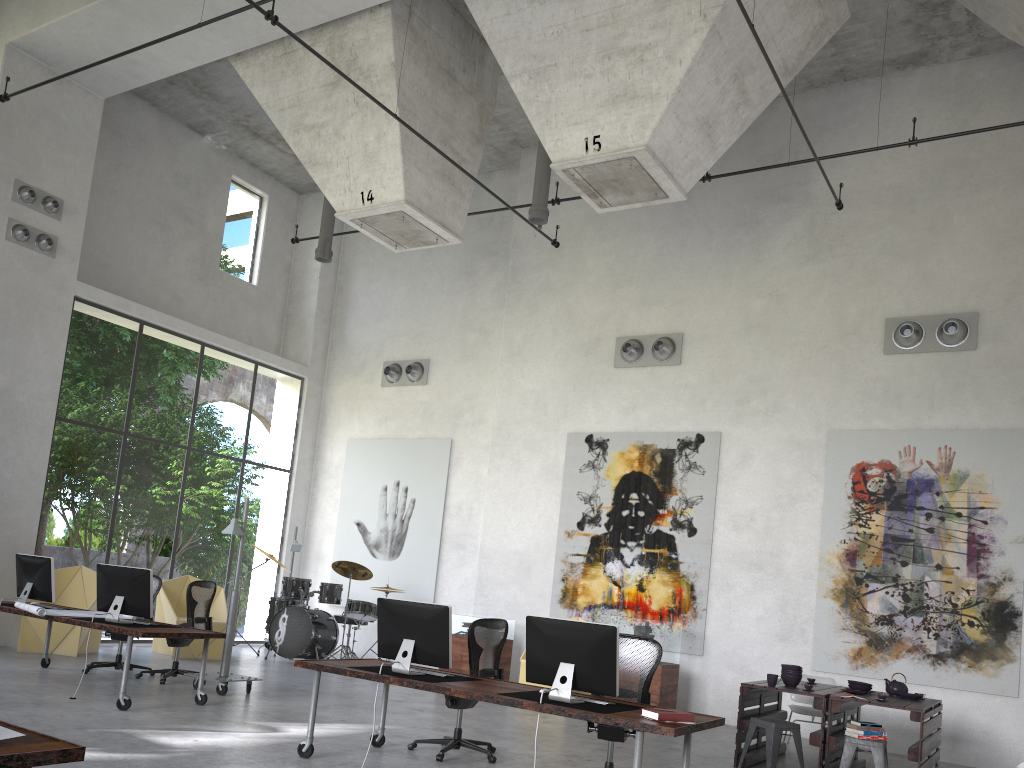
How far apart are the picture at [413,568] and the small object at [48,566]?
6.3m

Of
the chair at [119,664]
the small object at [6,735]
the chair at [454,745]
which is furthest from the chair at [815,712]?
the small object at [6,735]

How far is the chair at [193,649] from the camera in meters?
12.2 m

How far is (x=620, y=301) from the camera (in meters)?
13.27

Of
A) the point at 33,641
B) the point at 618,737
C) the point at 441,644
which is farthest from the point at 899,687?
the point at 33,641

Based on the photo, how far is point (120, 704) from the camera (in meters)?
7.65

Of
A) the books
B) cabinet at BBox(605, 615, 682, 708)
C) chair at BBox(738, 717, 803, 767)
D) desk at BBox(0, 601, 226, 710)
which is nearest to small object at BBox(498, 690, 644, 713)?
the books

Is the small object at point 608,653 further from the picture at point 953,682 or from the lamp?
the picture at point 953,682

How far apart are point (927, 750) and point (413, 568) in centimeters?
877cm

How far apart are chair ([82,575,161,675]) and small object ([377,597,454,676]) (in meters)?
4.74
